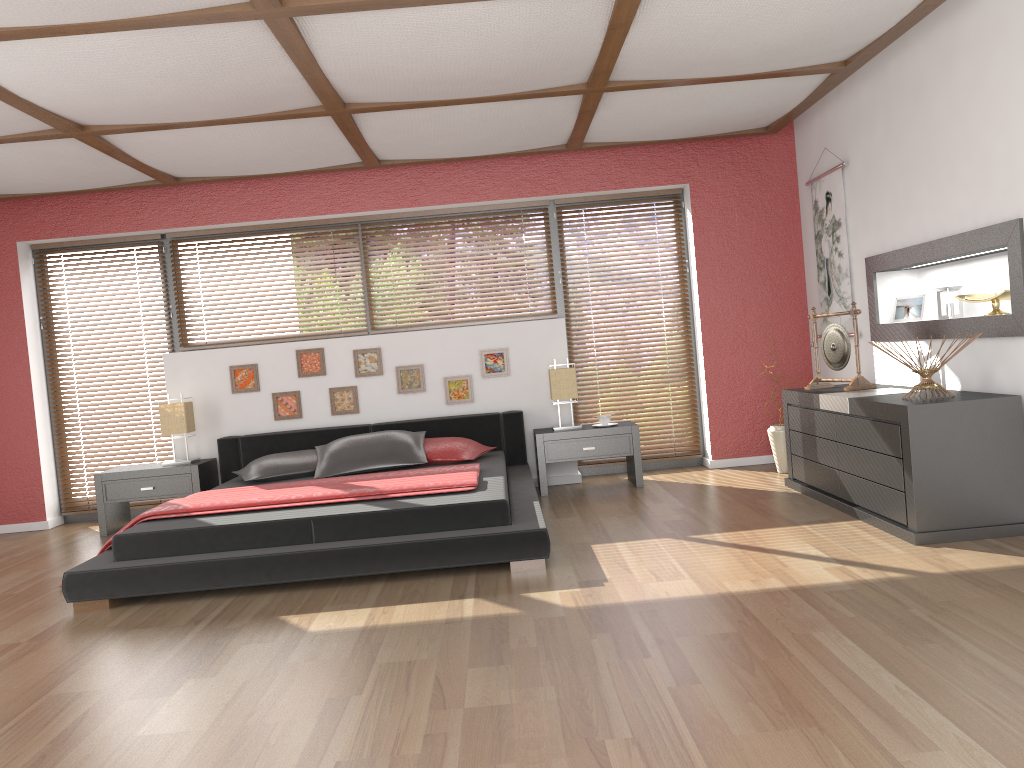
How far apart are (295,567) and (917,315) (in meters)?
3.71

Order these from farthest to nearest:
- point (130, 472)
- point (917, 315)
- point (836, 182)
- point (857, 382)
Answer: point (130, 472) → point (836, 182) → point (917, 315) → point (857, 382)

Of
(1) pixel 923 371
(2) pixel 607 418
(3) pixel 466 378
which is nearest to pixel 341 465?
(3) pixel 466 378

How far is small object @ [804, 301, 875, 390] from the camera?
5.0m

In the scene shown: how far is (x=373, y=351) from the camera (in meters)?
6.38

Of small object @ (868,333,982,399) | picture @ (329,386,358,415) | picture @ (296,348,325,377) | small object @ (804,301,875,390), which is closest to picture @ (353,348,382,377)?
picture @ (329,386,358,415)

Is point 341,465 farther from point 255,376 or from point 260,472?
point 255,376

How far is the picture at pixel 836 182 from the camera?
5.7m

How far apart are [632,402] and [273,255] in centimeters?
292cm

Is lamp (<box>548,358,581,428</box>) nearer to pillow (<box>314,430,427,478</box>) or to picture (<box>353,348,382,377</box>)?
pillow (<box>314,430,427,478</box>)
